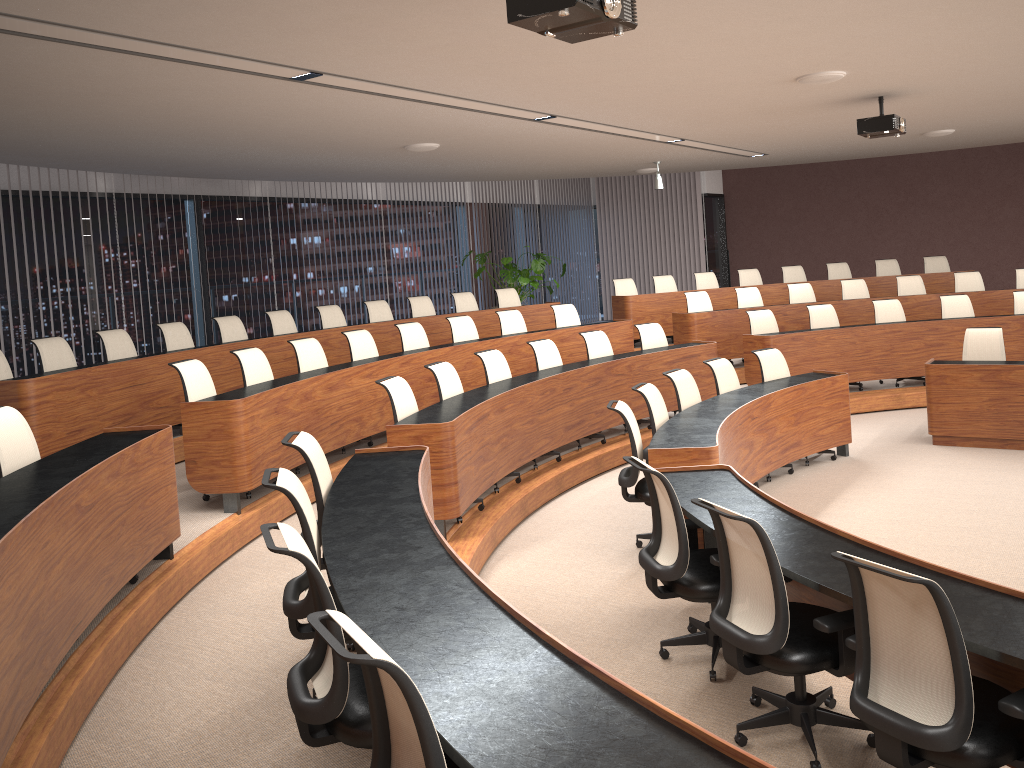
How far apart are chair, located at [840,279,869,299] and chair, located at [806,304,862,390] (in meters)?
1.55

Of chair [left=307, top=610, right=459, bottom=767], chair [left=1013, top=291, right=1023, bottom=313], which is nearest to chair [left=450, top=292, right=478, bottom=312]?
chair [left=1013, top=291, right=1023, bottom=313]

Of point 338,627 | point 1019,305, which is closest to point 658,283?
point 1019,305

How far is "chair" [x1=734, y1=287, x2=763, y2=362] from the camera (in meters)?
11.37

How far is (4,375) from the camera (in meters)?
6.41

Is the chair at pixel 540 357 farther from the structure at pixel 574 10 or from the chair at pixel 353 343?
the structure at pixel 574 10

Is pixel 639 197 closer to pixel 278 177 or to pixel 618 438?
pixel 278 177

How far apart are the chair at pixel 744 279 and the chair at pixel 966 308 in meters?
3.1 m

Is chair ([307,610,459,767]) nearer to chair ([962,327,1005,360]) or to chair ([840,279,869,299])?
chair ([962,327,1005,360])

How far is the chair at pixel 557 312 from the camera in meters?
10.3 m
